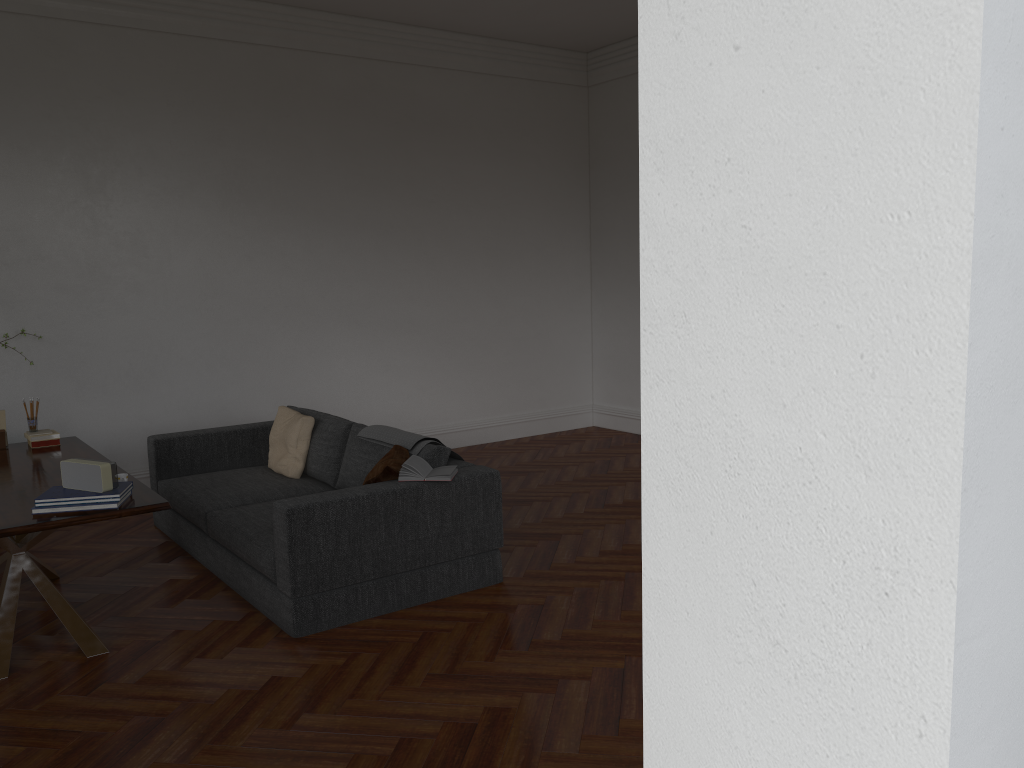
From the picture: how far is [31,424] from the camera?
5.4m

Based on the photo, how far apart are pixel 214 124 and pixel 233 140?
0.2 meters

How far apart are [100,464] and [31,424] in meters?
1.9 m

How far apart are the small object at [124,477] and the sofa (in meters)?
0.69

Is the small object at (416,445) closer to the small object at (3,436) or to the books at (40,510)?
the books at (40,510)

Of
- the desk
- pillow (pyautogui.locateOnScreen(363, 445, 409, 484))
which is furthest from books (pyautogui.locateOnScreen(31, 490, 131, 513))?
pillow (pyautogui.locateOnScreen(363, 445, 409, 484))

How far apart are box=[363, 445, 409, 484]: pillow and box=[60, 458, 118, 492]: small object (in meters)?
1.25

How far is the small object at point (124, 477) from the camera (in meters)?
4.16

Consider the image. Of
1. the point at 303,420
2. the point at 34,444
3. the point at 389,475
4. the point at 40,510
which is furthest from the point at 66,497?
the point at 303,420

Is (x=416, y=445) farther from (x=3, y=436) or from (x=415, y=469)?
(x=3, y=436)
